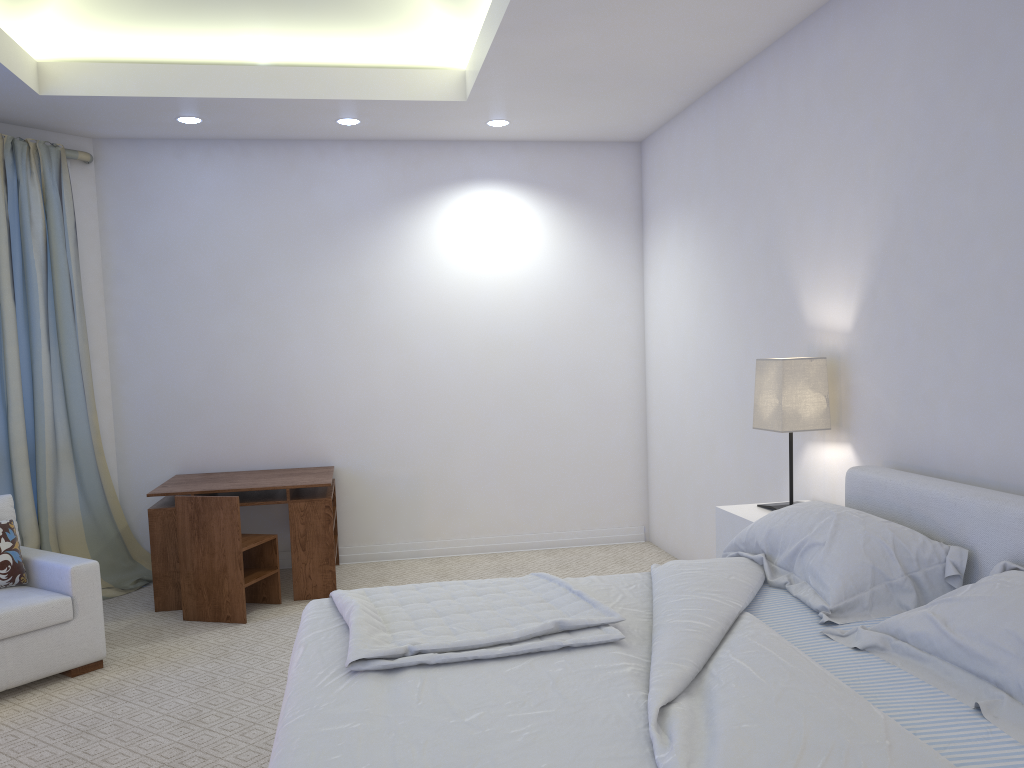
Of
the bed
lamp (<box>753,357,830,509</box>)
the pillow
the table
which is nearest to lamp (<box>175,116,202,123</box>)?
the table

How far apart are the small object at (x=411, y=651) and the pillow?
1.80m

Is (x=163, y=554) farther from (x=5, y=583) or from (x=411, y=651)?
(x=411, y=651)

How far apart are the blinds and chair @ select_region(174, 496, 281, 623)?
0.77m

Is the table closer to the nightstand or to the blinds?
the blinds

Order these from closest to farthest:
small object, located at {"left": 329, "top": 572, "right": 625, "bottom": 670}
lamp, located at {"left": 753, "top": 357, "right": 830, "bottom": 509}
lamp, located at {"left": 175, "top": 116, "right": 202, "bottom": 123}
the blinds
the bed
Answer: the bed
small object, located at {"left": 329, "top": 572, "right": 625, "bottom": 670}
lamp, located at {"left": 753, "top": 357, "right": 830, "bottom": 509}
the blinds
lamp, located at {"left": 175, "top": 116, "right": 202, "bottom": 123}

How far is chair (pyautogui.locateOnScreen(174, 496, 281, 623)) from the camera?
4.1 meters

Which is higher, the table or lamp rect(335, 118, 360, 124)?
lamp rect(335, 118, 360, 124)

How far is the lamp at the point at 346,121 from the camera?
4.8 meters

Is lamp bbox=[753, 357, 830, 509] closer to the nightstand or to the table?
the nightstand
